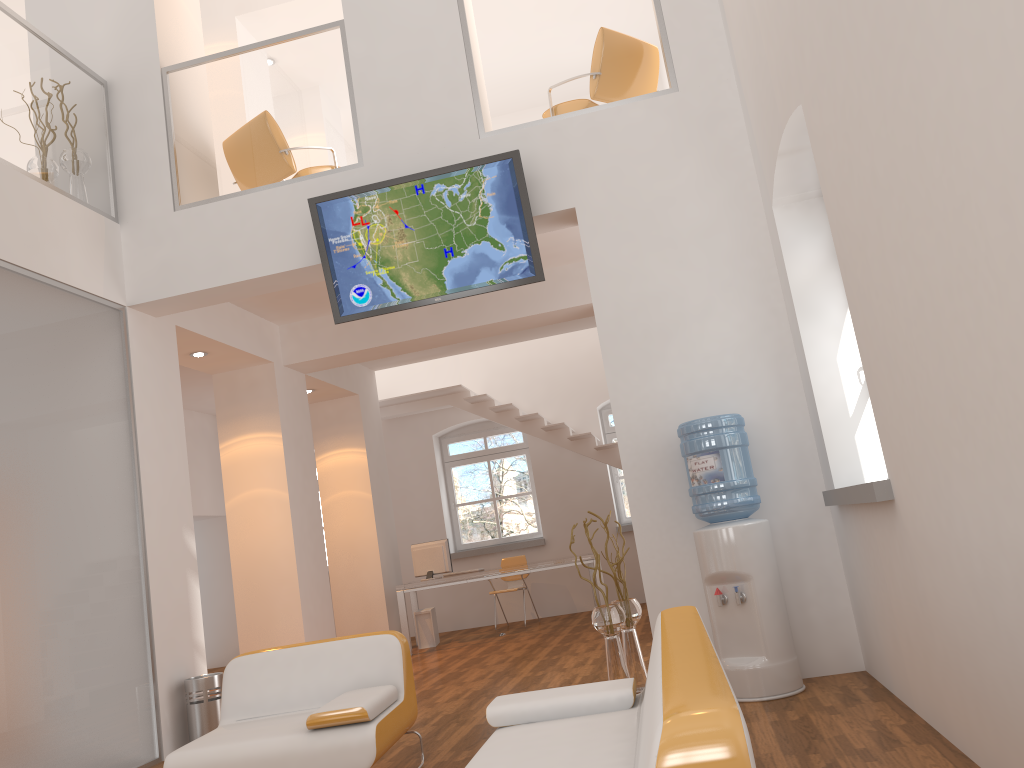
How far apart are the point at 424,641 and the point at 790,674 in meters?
6.2 m

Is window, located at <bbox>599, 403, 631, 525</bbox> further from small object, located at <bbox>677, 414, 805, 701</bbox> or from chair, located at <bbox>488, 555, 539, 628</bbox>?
small object, located at <bbox>677, 414, 805, 701</bbox>

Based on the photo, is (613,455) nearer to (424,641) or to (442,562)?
(442,562)

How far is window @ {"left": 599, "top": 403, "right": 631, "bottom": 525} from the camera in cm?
1189

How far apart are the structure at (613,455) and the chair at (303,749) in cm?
647

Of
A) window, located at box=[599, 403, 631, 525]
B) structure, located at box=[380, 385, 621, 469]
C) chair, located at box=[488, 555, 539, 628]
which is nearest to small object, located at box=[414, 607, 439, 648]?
chair, located at box=[488, 555, 539, 628]

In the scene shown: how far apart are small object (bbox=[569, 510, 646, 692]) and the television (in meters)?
1.92

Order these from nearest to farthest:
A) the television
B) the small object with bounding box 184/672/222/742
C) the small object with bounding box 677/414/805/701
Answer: the small object with bounding box 677/414/805/701, the television, the small object with bounding box 184/672/222/742

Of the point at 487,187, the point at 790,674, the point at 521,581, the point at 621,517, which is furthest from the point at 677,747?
the point at 621,517

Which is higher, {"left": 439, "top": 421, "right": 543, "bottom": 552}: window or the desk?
{"left": 439, "top": 421, "right": 543, "bottom": 552}: window
